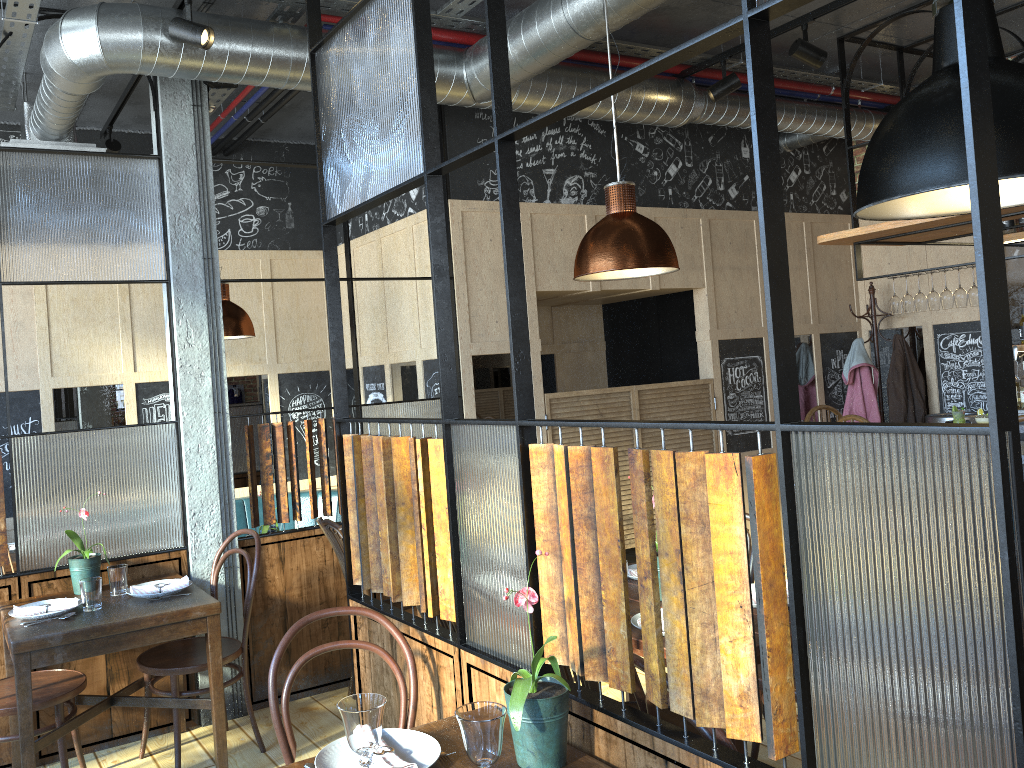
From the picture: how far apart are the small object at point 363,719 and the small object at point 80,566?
2.36m

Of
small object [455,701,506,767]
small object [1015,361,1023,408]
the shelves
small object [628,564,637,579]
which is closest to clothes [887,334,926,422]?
small object [1015,361,1023,408]

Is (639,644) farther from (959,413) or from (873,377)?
(873,377)

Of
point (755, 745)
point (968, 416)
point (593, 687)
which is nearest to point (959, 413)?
point (968, 416)

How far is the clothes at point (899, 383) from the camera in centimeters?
635cm

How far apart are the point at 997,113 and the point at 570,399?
3.57m

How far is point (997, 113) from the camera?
1.9 meters

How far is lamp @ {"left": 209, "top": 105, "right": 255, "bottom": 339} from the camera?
4.8 meters

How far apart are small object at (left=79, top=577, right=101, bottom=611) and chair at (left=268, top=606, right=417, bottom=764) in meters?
1.4

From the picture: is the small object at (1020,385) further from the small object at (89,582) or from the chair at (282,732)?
the small object at (89,582)
